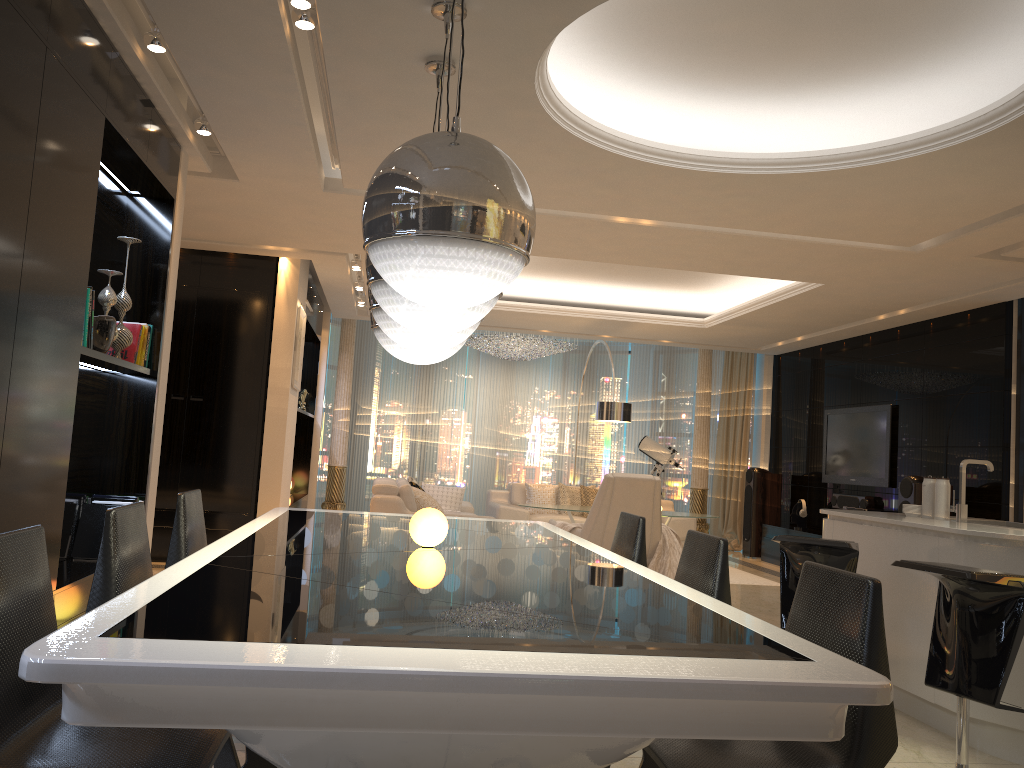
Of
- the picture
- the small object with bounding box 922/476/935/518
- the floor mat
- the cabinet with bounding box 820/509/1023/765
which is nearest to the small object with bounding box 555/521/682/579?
the floor mat

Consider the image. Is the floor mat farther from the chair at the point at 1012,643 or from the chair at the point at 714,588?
the chair at the point at 714,588

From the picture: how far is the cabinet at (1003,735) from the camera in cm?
351

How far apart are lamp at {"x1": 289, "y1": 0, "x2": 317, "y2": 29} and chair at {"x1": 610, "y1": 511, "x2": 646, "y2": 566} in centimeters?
233cm

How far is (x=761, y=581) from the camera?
8.61m

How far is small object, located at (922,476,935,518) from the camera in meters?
4.6

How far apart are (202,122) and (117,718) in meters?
4.0 m

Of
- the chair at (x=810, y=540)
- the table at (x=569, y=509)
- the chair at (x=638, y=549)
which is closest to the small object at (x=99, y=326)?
the chair at (x=638, y=549)

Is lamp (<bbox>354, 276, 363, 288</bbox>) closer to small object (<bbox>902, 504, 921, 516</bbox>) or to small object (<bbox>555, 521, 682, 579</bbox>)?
small object (<bbox>555, 521, 682, 579</bbox>)

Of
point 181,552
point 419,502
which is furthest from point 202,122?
point 419,502
